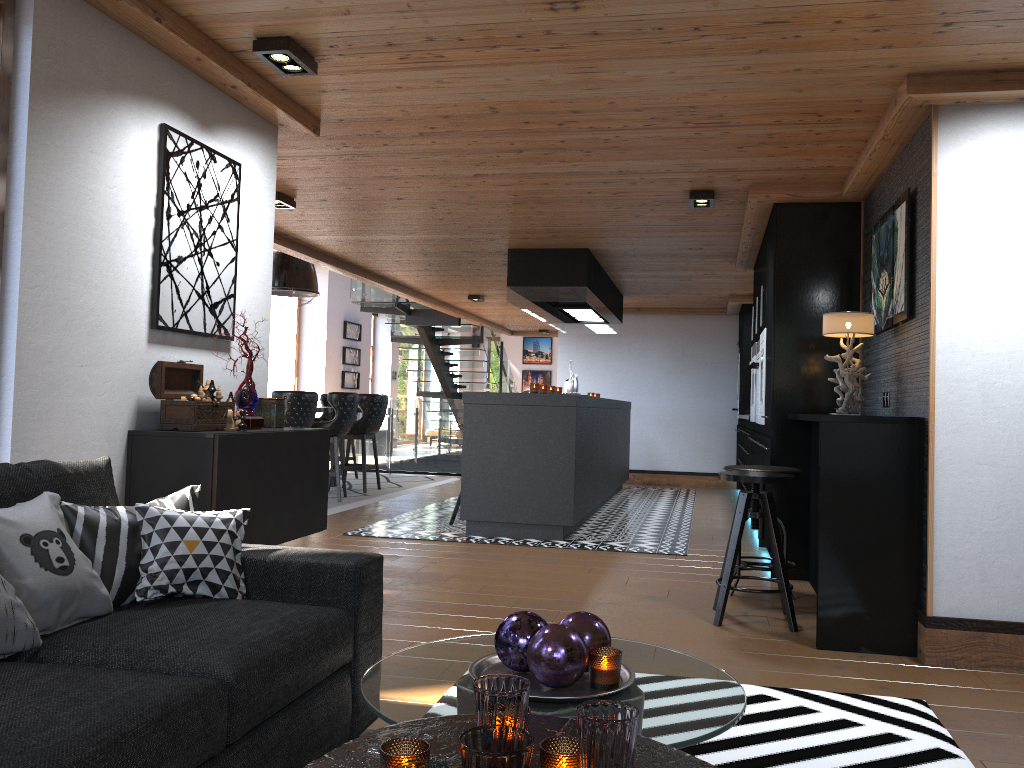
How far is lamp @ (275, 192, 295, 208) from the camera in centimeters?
593cm

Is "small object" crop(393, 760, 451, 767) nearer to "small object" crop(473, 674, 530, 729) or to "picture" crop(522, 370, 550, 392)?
"small object" crop(473, 674, 530, 729)

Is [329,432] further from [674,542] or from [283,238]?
[283,238]

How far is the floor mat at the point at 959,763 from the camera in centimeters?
254cm

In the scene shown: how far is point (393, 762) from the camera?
1.36m

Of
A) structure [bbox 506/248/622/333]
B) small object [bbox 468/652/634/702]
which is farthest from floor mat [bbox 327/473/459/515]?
Result: small object [bbox 468/652/634/702]

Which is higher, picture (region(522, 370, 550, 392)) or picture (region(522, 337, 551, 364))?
picture (region(522, 337, 551, 364))

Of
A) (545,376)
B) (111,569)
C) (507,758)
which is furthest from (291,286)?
(545,376)

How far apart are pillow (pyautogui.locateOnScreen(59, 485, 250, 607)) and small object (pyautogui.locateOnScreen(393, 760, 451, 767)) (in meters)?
1.38

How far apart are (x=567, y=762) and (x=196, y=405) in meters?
2.3
